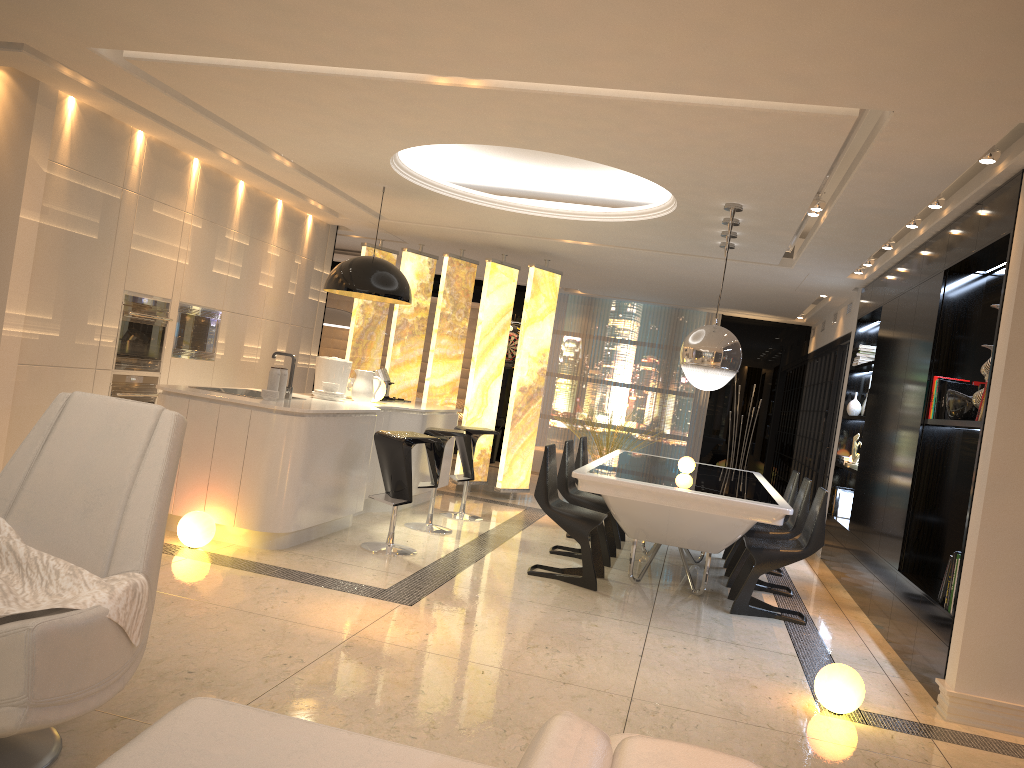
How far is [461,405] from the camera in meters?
14.3

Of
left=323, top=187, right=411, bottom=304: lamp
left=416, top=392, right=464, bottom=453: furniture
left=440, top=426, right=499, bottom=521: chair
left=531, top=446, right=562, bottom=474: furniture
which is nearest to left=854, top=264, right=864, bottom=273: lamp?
left=440, top=426, right=499, bottom=521: chair

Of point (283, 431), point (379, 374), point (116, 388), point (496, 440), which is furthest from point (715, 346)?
point (496, 440)

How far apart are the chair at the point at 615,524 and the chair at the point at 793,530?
0.9 meters

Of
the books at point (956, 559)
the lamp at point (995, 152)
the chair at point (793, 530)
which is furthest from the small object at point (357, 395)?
the lamp at point (995, 152)

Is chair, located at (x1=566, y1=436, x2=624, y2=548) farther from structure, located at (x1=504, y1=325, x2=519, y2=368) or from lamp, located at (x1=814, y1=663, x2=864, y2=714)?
structure, located at (x1=504, y1=325, x2=519, y2=368)

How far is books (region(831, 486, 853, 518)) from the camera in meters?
8.2

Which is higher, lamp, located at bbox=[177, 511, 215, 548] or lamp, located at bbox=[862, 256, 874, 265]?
lamp, located at bbox=[862, 256, 874, 265]

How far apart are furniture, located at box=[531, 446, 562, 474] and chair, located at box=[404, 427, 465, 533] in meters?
5.6 m

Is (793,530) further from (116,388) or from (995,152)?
(116,388)
